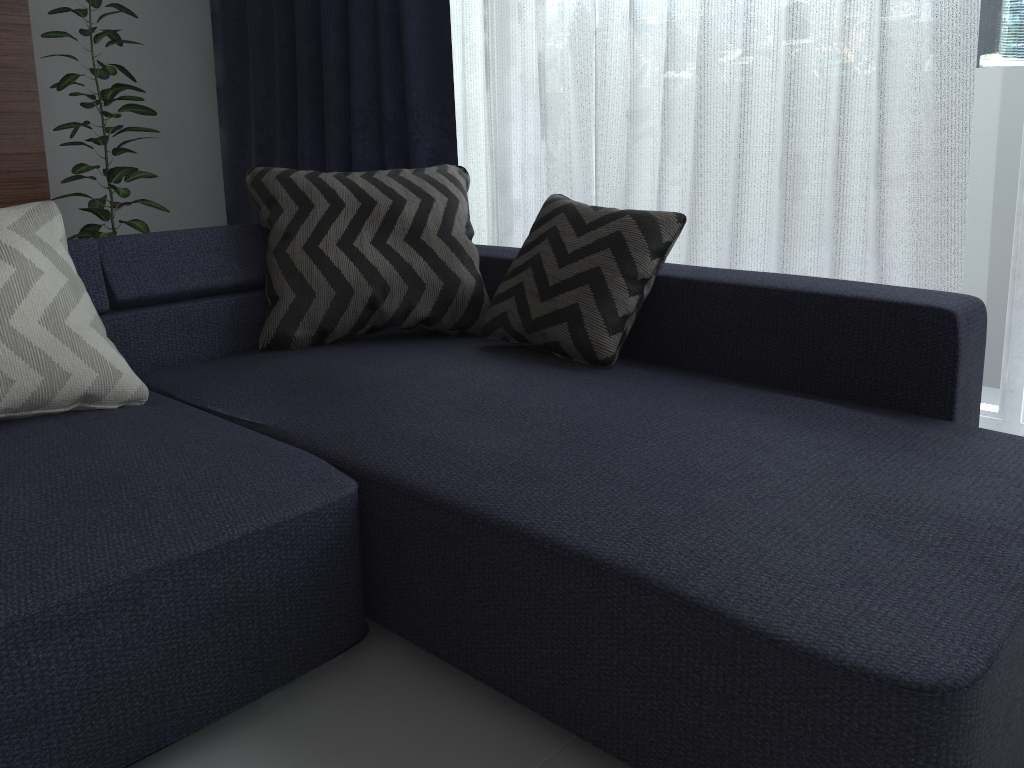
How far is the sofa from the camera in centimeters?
99cm

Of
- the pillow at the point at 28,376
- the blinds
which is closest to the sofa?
the pillow at the point at 28,376

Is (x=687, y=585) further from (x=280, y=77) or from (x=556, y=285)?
(x=280, y=77)

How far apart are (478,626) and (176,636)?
0.41m

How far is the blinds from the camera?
2.1 meters

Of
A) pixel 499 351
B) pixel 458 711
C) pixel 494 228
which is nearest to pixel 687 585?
pixel 458 711

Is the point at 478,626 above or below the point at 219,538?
below

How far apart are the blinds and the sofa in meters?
0.5

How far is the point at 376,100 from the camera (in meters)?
3.37

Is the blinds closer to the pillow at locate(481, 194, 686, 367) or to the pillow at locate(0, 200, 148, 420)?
the pillow at locate(481, 194, 686, 367)
